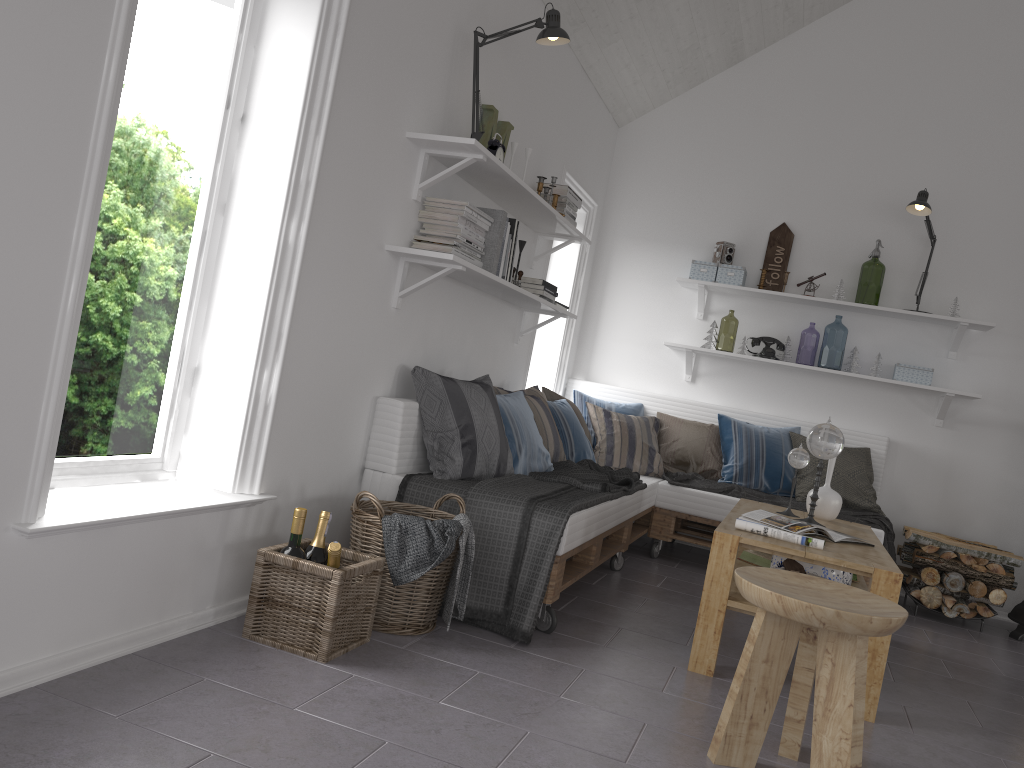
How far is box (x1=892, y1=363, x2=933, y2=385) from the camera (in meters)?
5.16

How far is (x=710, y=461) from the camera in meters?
5.2

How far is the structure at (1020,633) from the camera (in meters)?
4.64

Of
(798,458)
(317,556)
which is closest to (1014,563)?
(798,458)

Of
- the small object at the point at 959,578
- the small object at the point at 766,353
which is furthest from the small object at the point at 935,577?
the small object at the point at 766,353

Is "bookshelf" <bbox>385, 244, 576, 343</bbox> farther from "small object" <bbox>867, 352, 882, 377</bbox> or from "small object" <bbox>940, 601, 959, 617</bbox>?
"small object" <bbox>940, 601, 959, 617</bbox>

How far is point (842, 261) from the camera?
5.51m

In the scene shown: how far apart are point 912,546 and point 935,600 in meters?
0.4

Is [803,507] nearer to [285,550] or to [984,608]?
[984,608]

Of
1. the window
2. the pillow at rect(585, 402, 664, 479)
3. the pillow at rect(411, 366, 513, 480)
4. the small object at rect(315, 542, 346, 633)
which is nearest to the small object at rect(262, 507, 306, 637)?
the small object at rect(315, 542, 346, 633)
